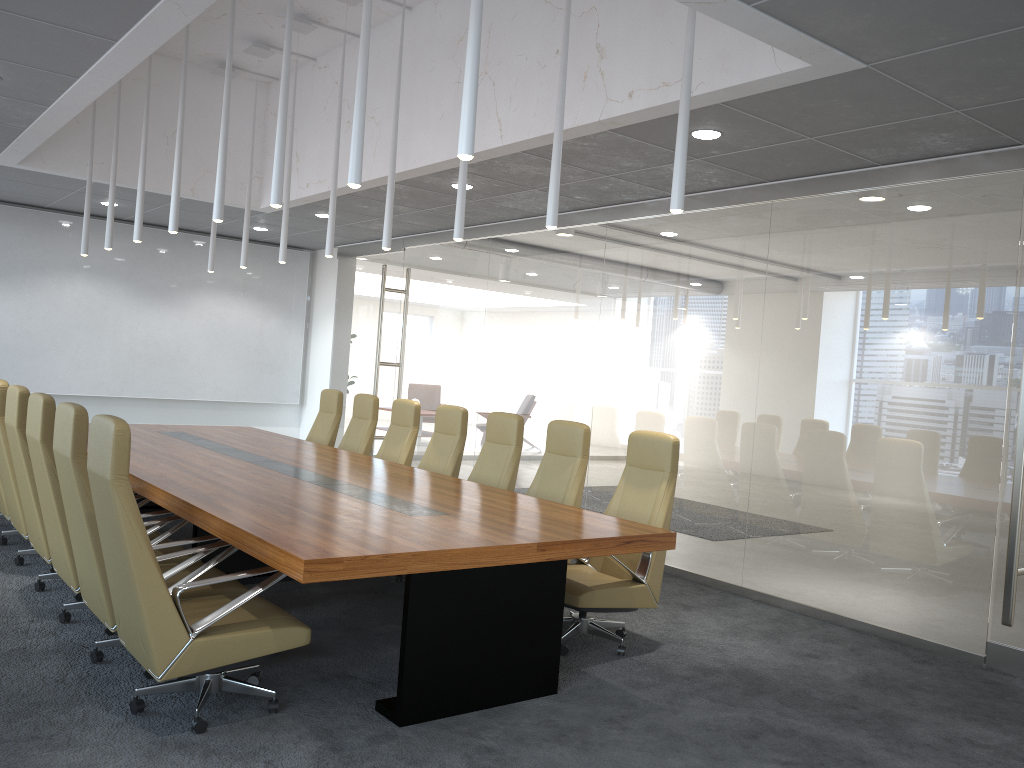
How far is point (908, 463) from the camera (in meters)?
6.42

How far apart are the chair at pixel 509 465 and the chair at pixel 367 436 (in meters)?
1.94

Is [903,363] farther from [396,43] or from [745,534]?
[396,43]

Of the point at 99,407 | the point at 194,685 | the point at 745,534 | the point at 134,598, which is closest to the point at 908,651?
the point at 745,534

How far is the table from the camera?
4.2 meters

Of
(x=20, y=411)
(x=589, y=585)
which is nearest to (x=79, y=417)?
(x=20, y=411)

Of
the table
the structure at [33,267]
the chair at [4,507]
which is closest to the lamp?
the table

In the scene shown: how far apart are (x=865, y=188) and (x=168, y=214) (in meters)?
8.90

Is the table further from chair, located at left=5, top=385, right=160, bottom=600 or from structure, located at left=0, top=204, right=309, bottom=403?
structure, located at left=0, top=204, right=309, bottom=403

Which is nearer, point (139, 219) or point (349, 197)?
point (139, 219)
